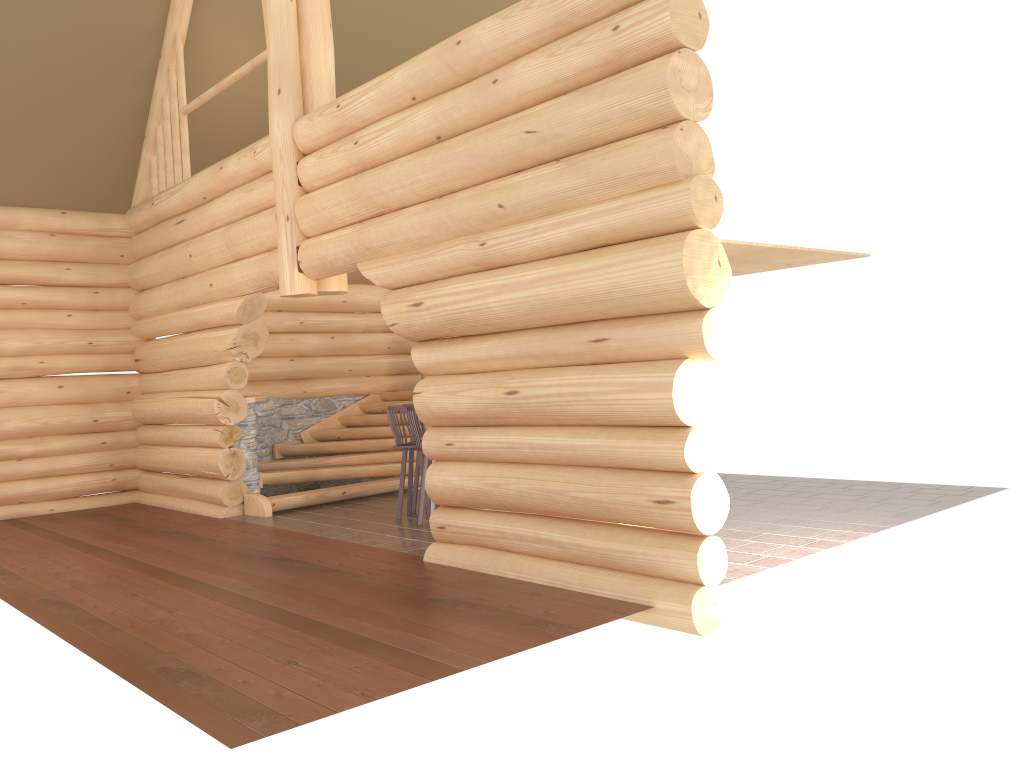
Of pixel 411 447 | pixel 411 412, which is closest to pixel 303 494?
pixel 411 447

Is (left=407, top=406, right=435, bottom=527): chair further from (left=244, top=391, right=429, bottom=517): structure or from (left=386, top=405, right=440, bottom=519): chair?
(left=244, top=391, right=429, bottom=517): structure

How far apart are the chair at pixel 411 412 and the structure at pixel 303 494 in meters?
2.6

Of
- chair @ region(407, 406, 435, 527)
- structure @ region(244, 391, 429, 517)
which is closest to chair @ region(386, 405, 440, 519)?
chair @ region(407, 406, 435, 527)

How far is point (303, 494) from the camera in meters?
11.6 m

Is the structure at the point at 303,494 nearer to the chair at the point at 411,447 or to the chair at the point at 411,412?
the chair at the point at 411,447

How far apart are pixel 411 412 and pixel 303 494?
2.79m

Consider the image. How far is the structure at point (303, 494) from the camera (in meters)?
11.62

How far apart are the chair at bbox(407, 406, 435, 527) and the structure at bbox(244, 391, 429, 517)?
2.62m

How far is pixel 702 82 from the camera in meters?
5.9
